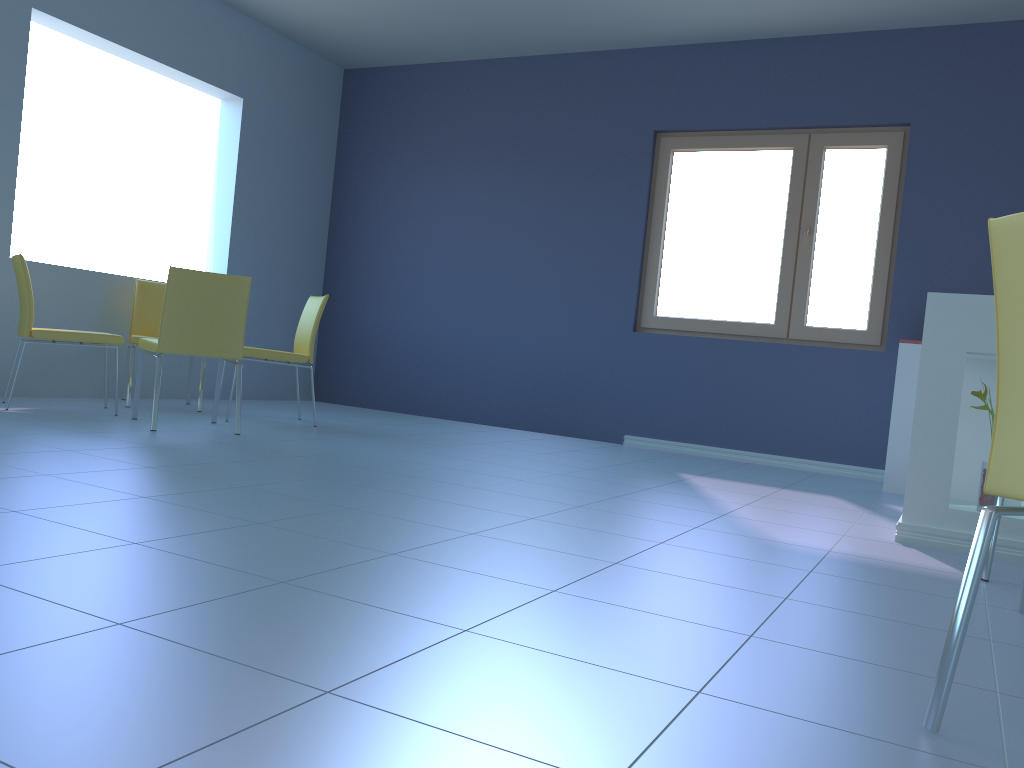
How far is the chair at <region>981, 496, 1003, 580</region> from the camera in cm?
231

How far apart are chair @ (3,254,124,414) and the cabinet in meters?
3.4

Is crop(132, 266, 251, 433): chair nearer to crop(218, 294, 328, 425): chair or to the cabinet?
crop(218, 294, 328, 425): chair

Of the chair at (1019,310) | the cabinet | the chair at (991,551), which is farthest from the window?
the chair at (1019,310)

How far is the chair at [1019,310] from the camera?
1.1m

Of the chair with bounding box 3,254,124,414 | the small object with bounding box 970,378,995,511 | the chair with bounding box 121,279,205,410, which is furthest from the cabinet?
the chair with bounding box 121,279,205,410

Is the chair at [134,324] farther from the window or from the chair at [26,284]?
the window

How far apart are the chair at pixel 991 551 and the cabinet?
0.46m

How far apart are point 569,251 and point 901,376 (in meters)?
2.27

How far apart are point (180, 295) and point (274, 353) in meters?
0.8
